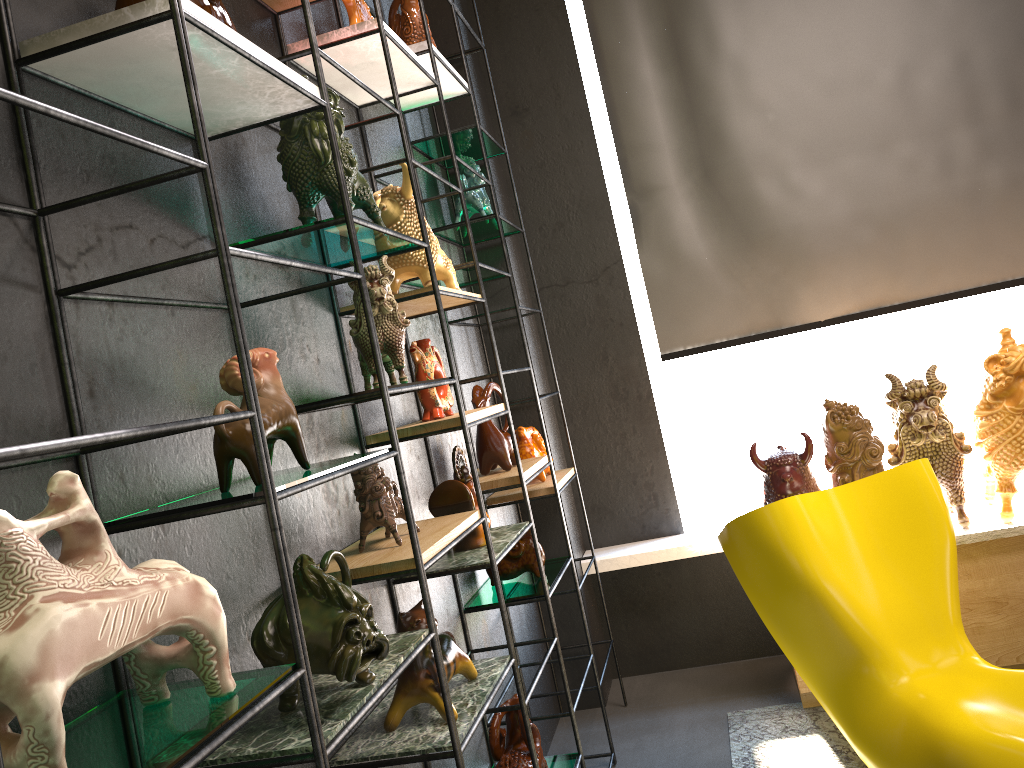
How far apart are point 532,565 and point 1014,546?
1.7m

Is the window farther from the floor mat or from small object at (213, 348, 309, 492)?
small object at (213, 348, 309, 492)

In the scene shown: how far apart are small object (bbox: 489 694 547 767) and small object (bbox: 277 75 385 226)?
1.3 meters

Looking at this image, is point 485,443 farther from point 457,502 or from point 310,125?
point 310,125

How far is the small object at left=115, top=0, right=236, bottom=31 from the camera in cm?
137

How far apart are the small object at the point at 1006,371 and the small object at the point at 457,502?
1.79m

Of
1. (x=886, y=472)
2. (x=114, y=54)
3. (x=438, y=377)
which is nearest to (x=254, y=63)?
(x=114, y=54)

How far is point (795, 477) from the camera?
3.1m

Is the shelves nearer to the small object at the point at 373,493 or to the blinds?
the small object at the point at 373,493

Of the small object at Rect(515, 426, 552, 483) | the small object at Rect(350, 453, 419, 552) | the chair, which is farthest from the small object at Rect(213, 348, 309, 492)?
the small object at Rect(515, 426, 552, 483)
